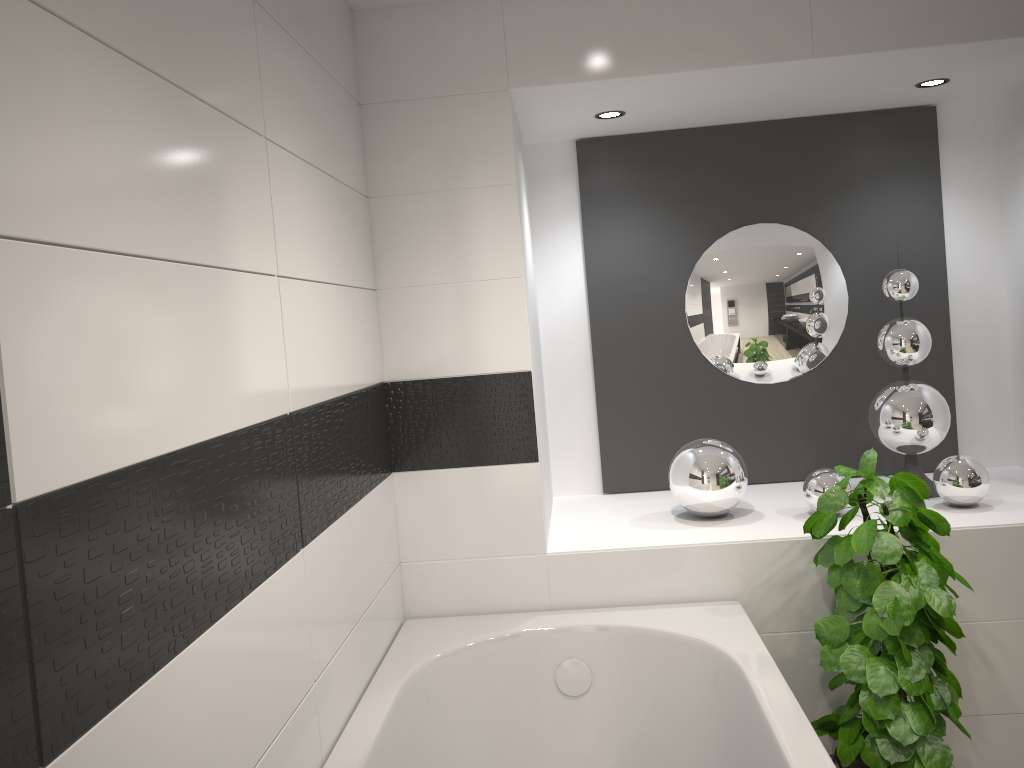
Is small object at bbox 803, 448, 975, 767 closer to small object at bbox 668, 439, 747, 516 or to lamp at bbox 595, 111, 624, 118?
small object at bbox 668, 439, 747, 516

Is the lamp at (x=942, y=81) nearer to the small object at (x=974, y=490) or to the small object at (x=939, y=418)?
the small object at (x=939, y=418)

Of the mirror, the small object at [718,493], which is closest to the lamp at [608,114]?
the mirror

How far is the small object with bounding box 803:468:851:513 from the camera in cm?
282

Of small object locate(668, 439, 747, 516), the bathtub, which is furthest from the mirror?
the bathtub

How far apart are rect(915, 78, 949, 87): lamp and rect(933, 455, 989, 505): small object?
1.3m

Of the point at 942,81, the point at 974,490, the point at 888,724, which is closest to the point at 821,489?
the point at 974,490

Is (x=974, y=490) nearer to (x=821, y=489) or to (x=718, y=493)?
(x=821, y=489)

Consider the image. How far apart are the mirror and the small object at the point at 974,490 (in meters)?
0.57

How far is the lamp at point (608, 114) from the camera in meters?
3.0
